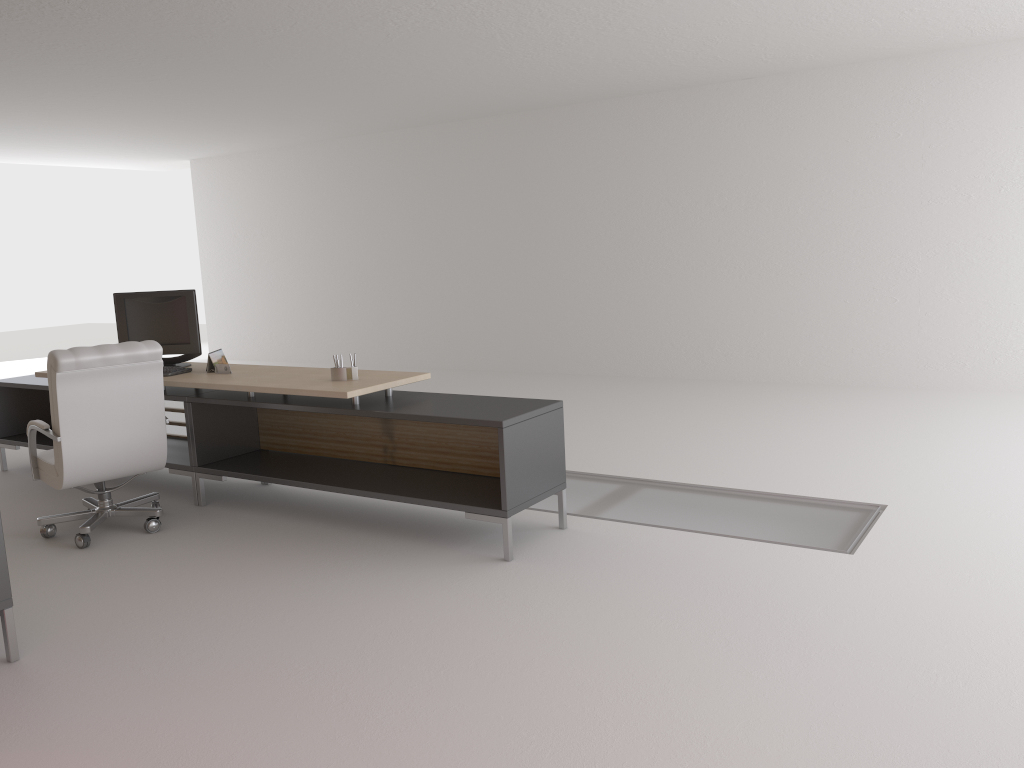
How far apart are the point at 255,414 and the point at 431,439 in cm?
218

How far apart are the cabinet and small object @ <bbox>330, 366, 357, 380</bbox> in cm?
294

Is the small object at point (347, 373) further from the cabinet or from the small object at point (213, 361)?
the cabinet

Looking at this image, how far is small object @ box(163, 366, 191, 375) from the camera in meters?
8.3

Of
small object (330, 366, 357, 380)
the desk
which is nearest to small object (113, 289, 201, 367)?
the desk

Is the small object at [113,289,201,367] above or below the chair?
above

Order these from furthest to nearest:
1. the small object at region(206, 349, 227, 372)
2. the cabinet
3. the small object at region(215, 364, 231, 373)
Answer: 1. the small object at region(206, 349, 227, 372)
2. the small object at region(215, 364, 231, 373)
3. the cabinet

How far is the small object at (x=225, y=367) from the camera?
8.26m

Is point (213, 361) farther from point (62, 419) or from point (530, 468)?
point (530, 468)

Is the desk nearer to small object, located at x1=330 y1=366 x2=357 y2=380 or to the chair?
small object, located at x1=330 y1=366 x2=357 y2=380
